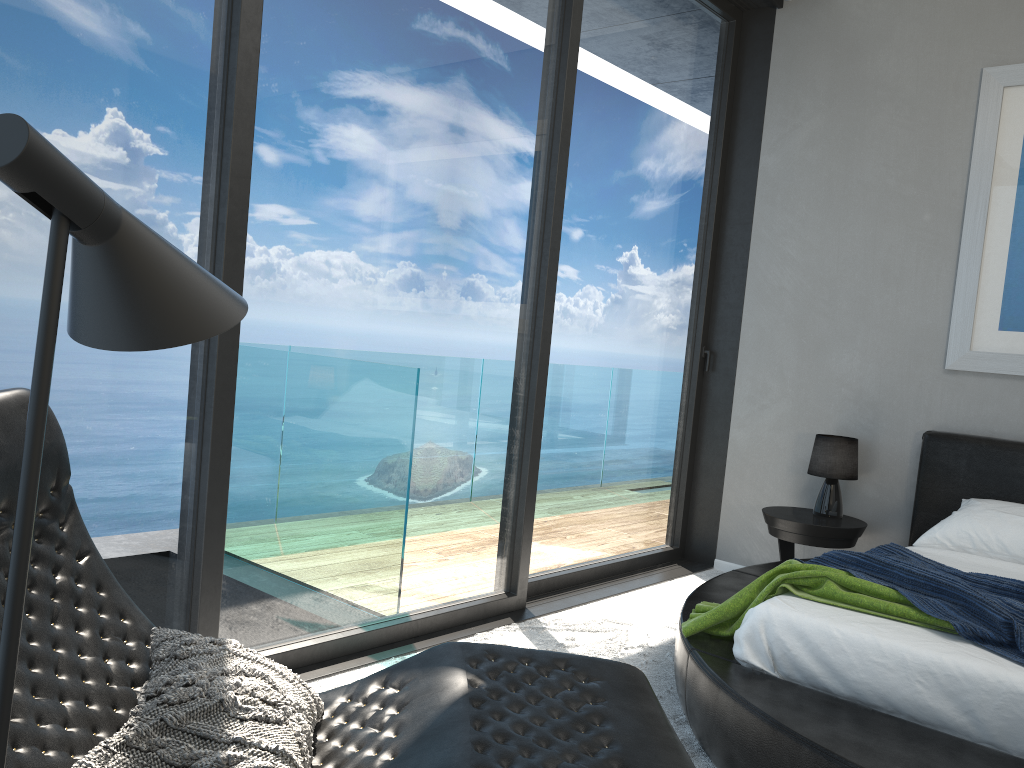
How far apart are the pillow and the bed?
1.19m

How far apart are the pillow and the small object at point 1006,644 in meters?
1.7

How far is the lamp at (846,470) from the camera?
4.3m

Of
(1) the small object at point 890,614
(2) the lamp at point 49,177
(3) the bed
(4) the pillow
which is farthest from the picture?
(2) the lamp at point 49,177

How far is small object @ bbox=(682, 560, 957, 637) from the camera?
2.5 meters

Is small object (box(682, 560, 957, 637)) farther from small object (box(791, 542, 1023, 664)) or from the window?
the window

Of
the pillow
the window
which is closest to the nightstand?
the window

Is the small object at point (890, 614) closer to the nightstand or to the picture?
the nightstand

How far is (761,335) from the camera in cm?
483

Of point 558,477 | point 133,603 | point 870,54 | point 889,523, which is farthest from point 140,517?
point 870,54
